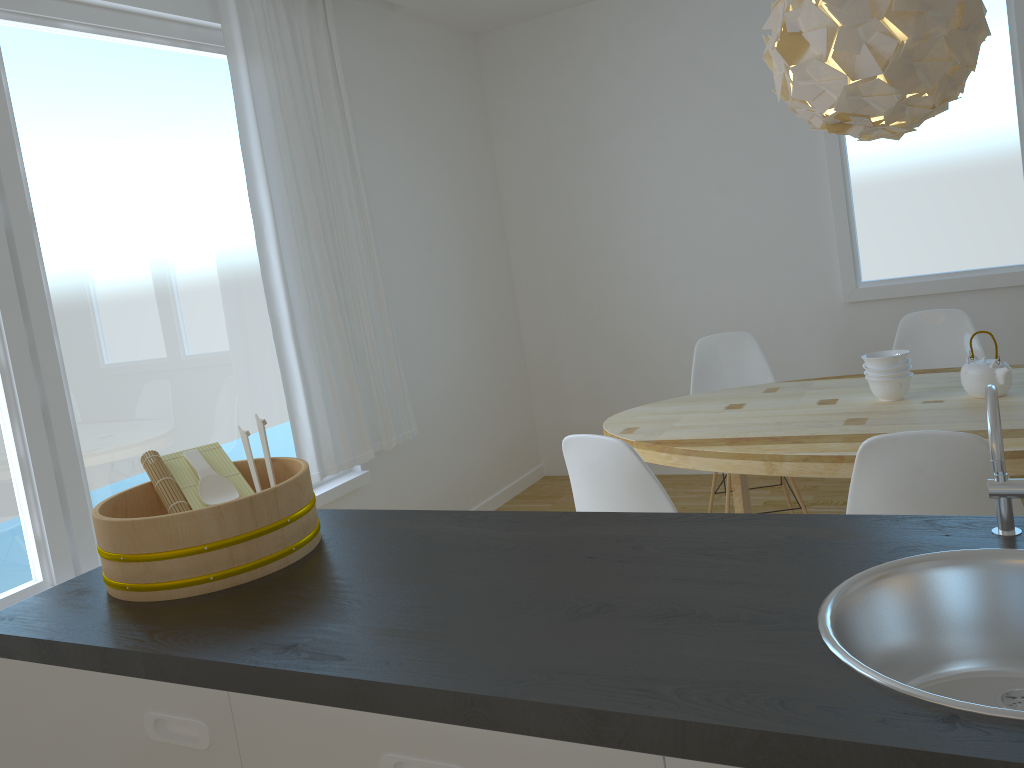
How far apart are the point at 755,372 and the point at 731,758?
3.3m

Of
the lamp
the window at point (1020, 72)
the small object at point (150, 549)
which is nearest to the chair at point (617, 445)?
the small object at point (150, 549)

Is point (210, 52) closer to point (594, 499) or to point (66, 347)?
point (66, 347)

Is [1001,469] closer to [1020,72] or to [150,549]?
[150,549]

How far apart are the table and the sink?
1.31m

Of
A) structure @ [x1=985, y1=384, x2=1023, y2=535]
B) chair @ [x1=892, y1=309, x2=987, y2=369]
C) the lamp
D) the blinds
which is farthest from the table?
structure @ [x1=985, y1=384, x2=1023, y2=535]

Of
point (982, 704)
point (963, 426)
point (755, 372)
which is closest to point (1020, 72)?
point (755, 372)

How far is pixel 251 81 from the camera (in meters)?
3.49

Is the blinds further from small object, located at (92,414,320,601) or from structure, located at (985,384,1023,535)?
structure, located at (985,384,1023,535)

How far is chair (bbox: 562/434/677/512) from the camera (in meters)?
2.32
